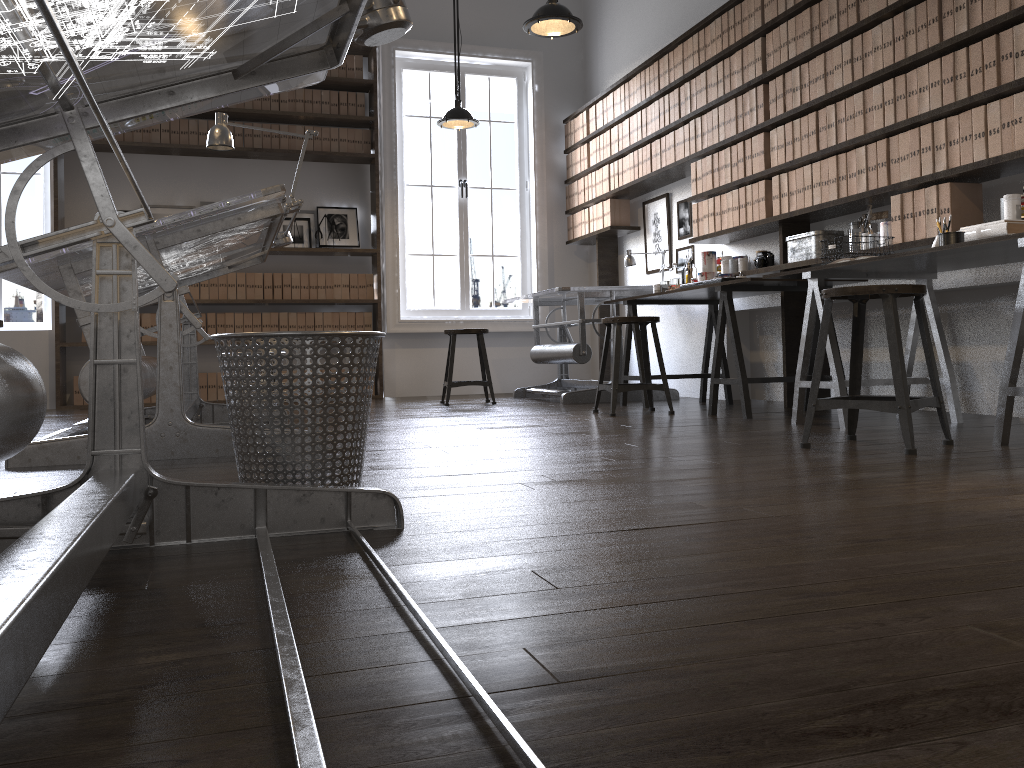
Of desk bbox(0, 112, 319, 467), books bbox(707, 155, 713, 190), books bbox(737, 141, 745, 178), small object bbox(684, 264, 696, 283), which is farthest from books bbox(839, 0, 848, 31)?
desk bbox(0, 112, 319, 467)

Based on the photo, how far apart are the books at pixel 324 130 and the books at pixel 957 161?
5.0m

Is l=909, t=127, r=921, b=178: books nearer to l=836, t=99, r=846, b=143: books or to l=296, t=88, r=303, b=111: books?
l=836, t=99, r=846, b=143: books

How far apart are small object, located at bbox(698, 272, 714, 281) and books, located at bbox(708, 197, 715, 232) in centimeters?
43cm

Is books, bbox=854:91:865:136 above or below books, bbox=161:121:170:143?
below

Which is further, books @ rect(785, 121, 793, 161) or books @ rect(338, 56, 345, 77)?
books @ rect(338, 56, 345, 77)

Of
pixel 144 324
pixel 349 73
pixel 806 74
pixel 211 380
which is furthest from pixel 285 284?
pixel 806 74

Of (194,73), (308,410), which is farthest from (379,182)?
(194,73)

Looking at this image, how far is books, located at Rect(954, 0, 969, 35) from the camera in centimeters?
361cm

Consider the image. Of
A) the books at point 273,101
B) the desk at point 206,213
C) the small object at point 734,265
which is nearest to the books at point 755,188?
the small object at point 734,265
